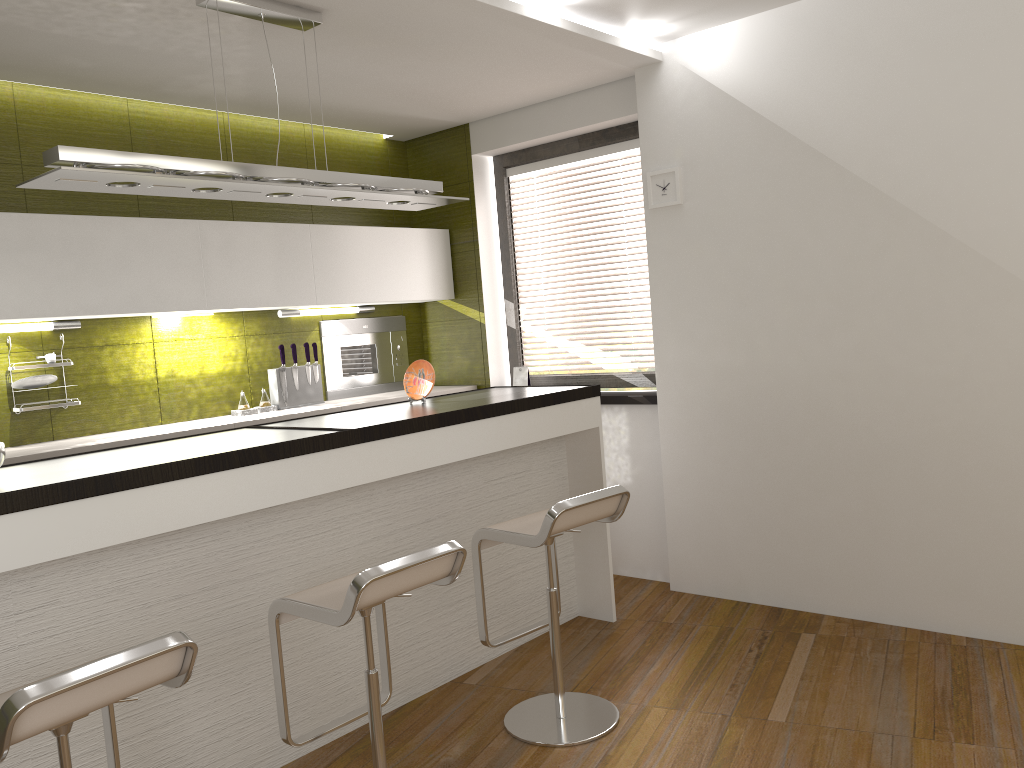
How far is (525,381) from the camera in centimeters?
527cm

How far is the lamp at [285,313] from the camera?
4.88m

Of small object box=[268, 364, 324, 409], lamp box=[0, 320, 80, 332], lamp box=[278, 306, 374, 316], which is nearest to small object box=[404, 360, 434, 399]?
→ small object box=[268, 364, 324, 409]

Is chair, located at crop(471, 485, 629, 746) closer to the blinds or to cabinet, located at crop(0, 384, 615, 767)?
cabinet, located at crop(0, 384, 615, 767)

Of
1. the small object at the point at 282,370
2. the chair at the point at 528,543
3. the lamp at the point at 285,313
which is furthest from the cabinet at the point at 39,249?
the chair at the point at 528,543

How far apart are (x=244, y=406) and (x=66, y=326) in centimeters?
94cm

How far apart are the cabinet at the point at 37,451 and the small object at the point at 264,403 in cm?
21

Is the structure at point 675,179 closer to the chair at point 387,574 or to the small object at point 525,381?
the small object at point 525,381

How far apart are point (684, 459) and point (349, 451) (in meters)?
2.04

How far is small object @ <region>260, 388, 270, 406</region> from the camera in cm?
473
